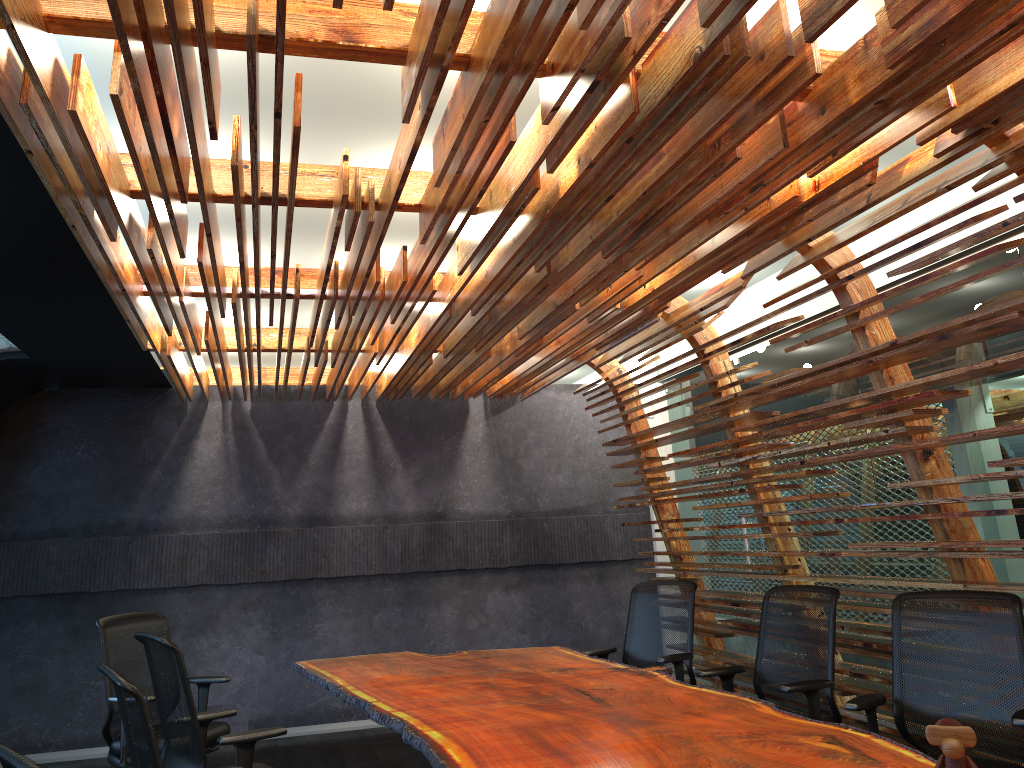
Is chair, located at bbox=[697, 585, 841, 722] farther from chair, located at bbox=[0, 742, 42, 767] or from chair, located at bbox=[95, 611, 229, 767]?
chair, located at bbox=[0, 742, 42, 767]

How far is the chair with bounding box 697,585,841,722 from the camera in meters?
4.5

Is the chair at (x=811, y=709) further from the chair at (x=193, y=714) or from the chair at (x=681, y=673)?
the chair at (x=193, y=714)

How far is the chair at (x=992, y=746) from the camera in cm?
384

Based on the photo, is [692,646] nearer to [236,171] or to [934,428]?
[934,428]

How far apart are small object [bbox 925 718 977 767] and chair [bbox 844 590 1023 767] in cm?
140

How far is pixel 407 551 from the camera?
8.7m

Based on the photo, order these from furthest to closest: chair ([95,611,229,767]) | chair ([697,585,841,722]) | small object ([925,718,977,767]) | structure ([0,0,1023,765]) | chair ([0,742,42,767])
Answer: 1. chair ([95,611,229,767])
2. chair ([697,585,841,722])
3. structure ([0,0,1023,765])
4. small object ([925,718,977,767])
5. chair ([0,742,42,767])

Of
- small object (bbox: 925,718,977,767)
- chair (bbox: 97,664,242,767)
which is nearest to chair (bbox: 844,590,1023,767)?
small object (bbox: 925,718,977,767)

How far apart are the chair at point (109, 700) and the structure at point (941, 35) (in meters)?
1.78
